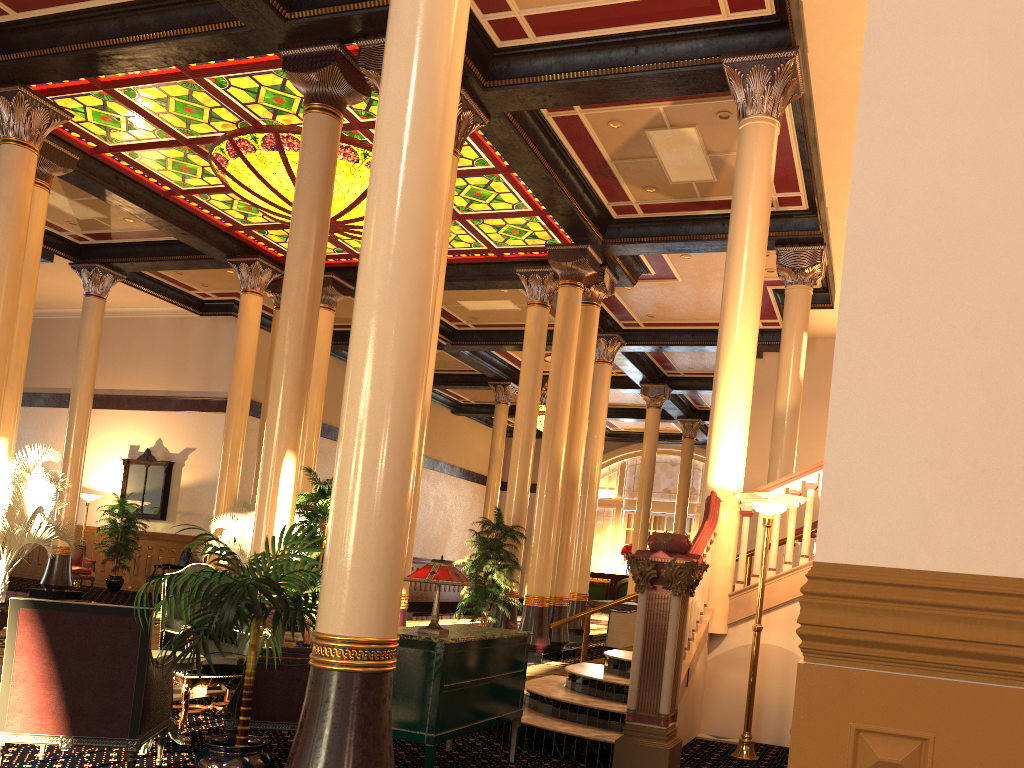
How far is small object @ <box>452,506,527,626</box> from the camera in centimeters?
1205cm

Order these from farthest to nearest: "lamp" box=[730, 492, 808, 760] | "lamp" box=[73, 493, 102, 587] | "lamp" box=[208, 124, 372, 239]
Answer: "lamp" box=[73, 493, 102, 587] < "lamp" box=[208, 124, 372, 239] < "lamp" box=[730, 492, 808, 760]

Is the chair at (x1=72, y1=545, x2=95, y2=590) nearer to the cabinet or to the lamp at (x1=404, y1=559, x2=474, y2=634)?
the cabinet

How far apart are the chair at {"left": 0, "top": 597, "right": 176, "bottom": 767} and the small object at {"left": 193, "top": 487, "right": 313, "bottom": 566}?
9.78m

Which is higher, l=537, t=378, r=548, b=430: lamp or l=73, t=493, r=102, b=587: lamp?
l=537, t=378, r=548, b=430: lamp

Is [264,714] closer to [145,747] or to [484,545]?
[145,747]

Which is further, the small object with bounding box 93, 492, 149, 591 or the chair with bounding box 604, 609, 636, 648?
the small object with bounding box 93, 492, 149, 591

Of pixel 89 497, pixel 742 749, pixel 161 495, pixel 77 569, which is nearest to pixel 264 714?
pixel 742 749

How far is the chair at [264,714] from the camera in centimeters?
485cm

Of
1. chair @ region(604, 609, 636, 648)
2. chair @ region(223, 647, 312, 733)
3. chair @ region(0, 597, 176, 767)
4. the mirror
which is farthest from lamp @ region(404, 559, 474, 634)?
the mirror
